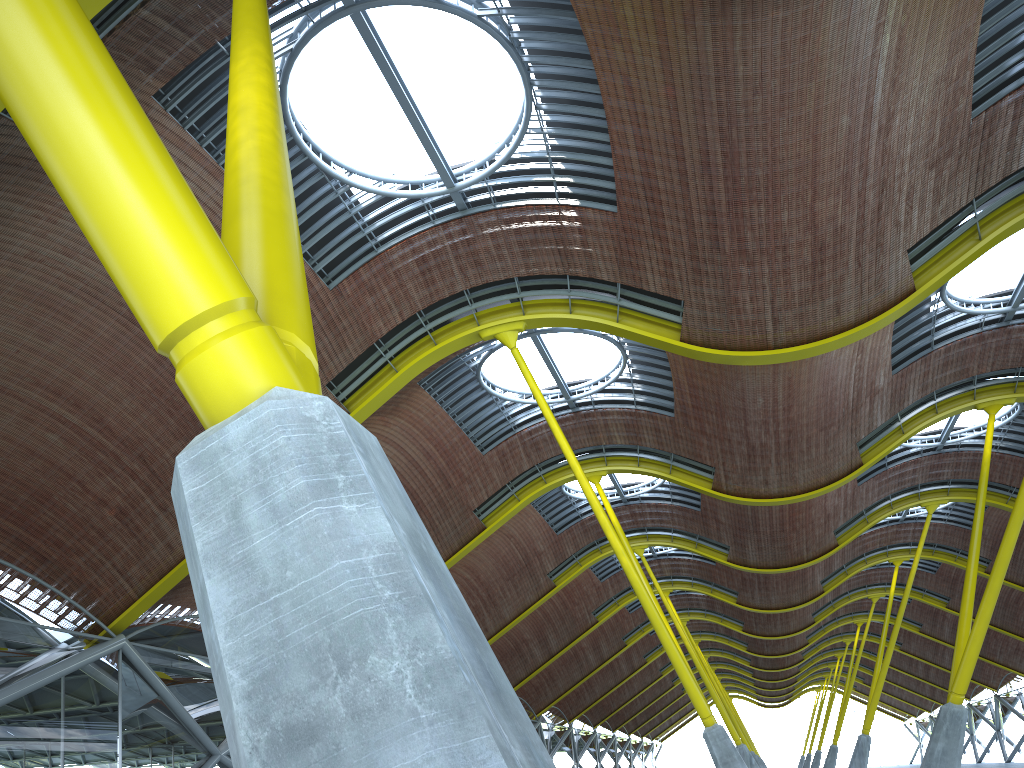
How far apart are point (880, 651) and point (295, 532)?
49.28m
